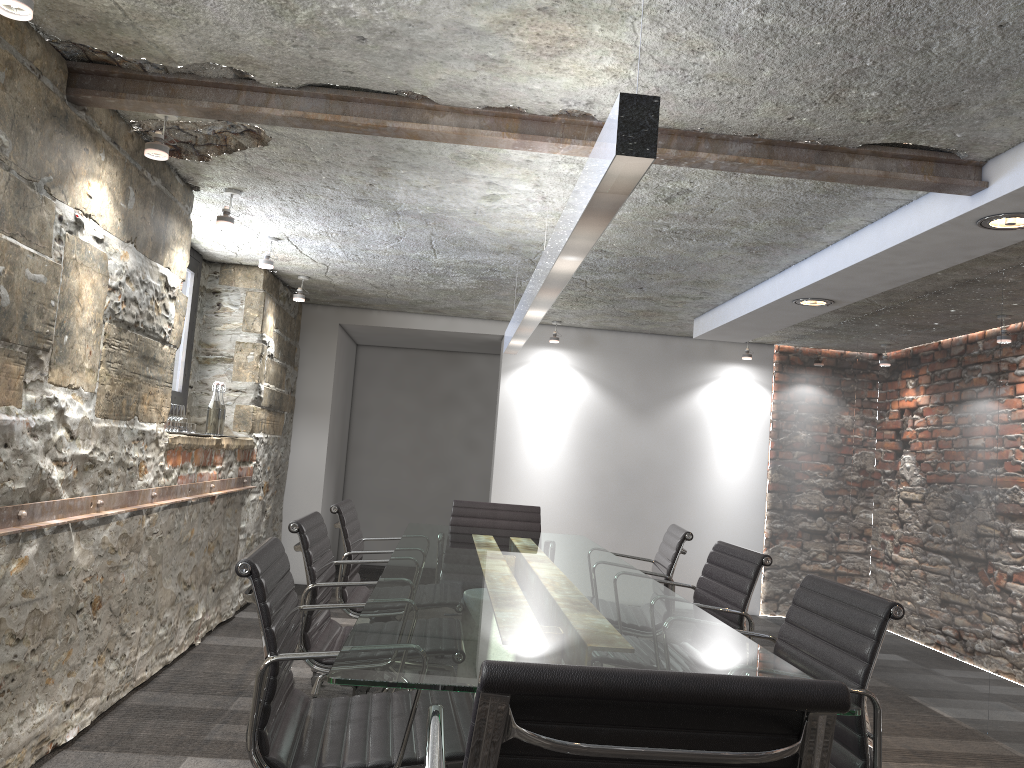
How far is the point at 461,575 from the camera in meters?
2.8 m

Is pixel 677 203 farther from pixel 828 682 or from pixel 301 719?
pixel 828 682

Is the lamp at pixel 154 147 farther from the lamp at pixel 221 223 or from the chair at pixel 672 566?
the chair at pixel 672 566

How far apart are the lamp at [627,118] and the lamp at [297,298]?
1.82m

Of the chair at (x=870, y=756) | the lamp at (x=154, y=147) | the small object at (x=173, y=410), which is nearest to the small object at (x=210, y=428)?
the small object at (x=173, y=410)

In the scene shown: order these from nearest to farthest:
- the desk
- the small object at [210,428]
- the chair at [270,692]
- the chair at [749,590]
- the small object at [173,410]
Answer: the desk < the chair at [270,692] < the chair at [749,590] < the small object at [173,410] < the small object at [210,428]

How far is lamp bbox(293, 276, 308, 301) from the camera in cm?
571

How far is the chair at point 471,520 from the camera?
4.69m

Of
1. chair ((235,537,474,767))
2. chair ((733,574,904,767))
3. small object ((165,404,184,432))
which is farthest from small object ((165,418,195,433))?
chair ((733,574,904,767))

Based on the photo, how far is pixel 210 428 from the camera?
4.78m
